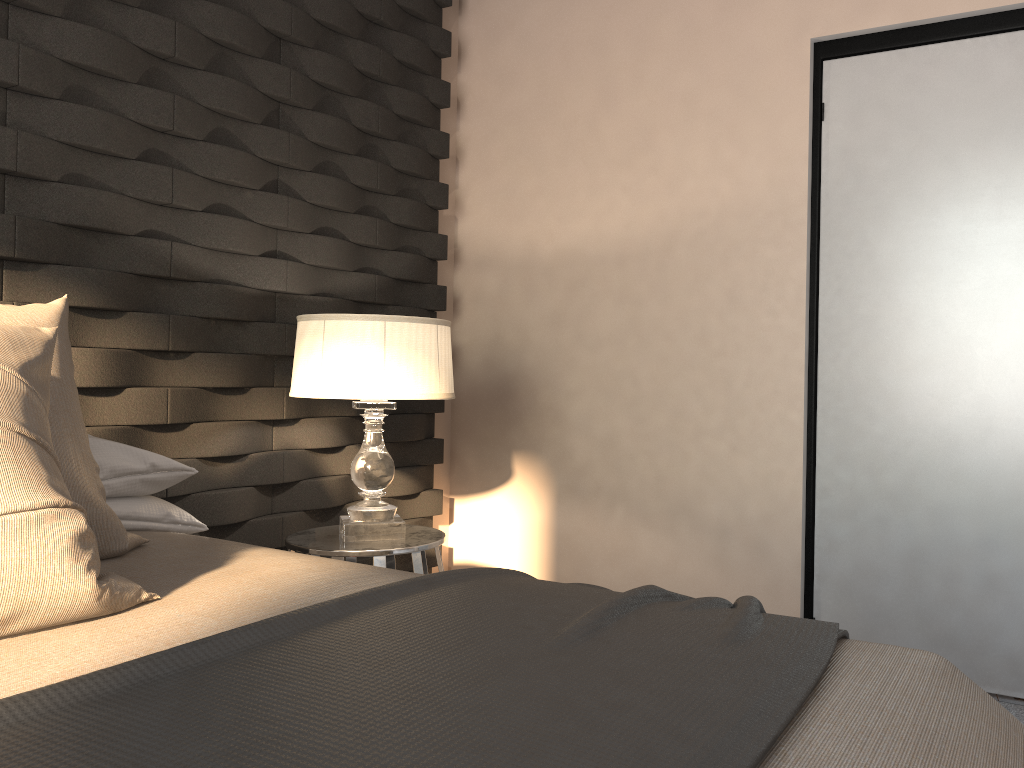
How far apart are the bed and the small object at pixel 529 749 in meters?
0.0

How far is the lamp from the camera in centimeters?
239cm

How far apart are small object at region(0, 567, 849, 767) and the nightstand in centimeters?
98cm

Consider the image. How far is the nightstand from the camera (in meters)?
2.41

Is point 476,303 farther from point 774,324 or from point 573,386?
point 774,324

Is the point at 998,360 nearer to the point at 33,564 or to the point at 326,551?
the point at 326,551

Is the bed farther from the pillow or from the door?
the door

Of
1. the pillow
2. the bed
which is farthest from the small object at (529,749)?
the pillow

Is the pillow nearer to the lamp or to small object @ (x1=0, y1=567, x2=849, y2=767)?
small object @ (x1=0, y1=567, x2=849, y2=767)

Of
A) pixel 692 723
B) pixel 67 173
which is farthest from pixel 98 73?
pixel 692 723
